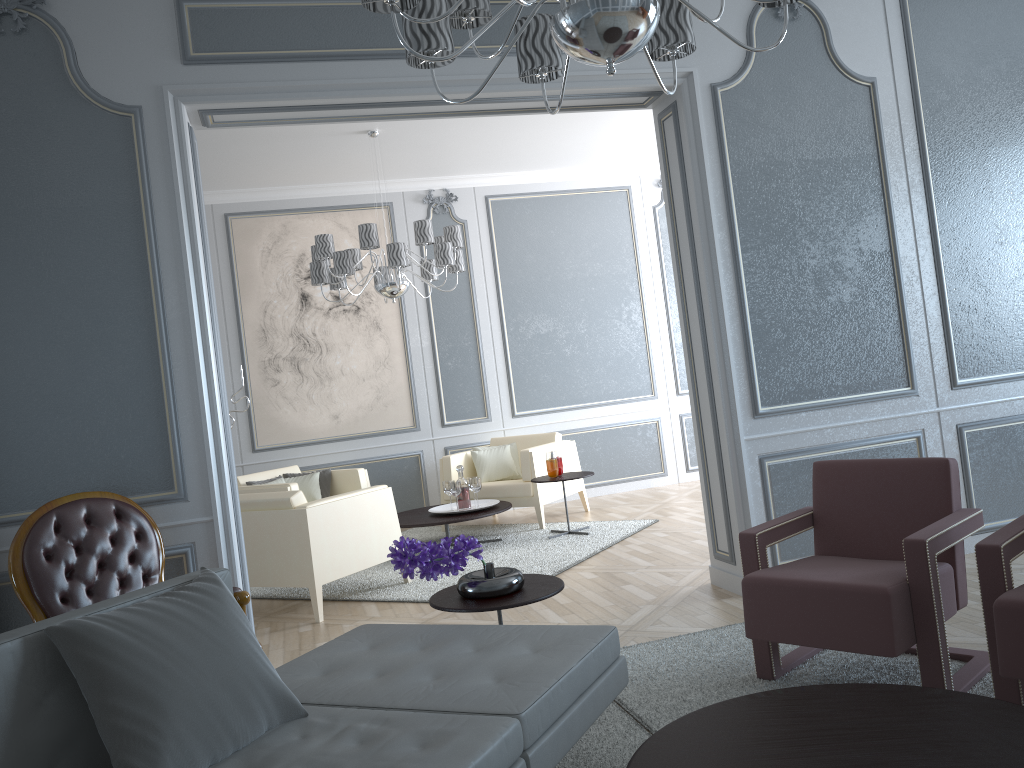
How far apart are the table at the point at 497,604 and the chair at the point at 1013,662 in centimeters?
112cm

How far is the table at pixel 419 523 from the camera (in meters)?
5.44

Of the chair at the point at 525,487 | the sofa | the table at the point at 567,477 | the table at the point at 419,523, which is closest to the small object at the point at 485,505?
the table at the point at 419,523

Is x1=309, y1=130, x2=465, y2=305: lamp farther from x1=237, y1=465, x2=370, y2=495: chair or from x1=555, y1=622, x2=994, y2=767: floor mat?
x1=555, y1=622, x2=994, y2=767: floor mat

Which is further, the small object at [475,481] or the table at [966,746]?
the small object at [475,481]

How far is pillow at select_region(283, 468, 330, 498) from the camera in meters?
6.3

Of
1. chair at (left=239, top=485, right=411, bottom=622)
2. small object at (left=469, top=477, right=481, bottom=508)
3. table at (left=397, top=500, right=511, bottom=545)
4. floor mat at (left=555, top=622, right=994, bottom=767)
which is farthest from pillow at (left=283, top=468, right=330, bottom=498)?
floor mat at (left=555, top=622, right=994, bottom=767)

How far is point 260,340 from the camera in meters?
6.8 m

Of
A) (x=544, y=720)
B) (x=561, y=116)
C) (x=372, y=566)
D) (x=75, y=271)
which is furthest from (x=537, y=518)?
(x=544, y=720)

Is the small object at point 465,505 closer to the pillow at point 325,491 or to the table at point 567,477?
the table at point 567,477
